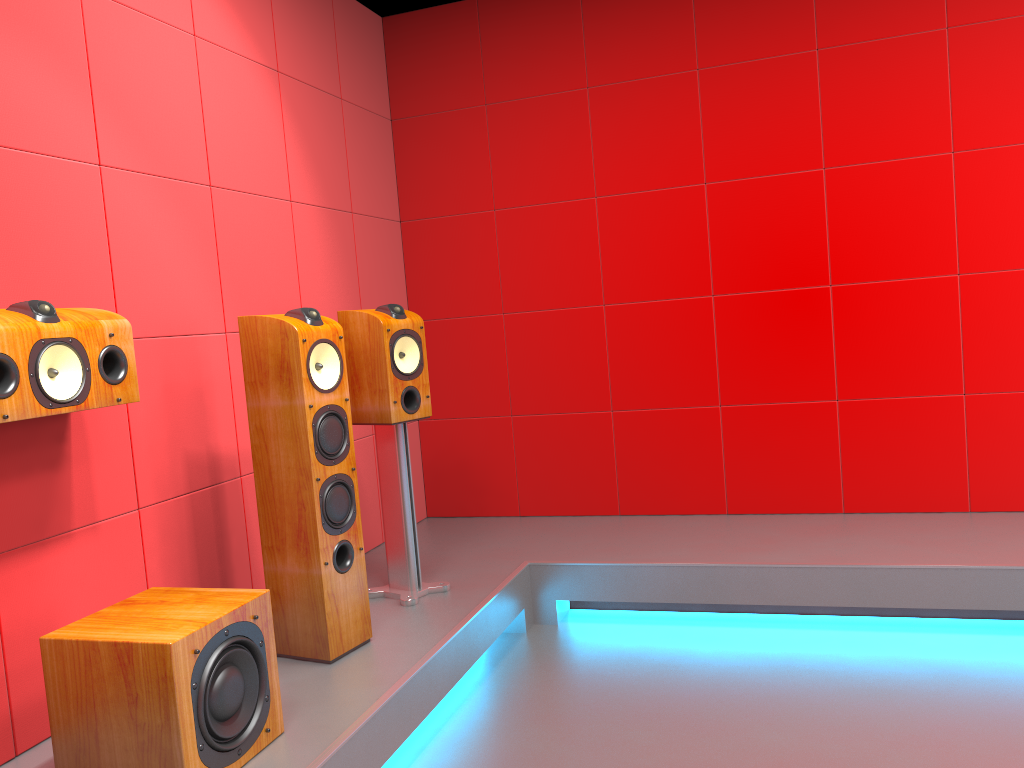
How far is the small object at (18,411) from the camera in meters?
2.0 m

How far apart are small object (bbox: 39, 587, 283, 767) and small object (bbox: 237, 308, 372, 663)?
0.4m

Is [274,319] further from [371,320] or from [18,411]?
[18,411]

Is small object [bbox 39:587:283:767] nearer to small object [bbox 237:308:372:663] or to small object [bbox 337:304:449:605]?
small object [bbox 237:308:372:663]

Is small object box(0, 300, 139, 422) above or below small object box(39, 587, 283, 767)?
above

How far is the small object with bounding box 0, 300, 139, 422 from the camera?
2.0 meters

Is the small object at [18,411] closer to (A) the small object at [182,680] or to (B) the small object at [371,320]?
(A) the small object at [182,680]

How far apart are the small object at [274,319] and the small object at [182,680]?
0.4m

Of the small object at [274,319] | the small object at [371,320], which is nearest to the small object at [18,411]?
the small object at [274,319]

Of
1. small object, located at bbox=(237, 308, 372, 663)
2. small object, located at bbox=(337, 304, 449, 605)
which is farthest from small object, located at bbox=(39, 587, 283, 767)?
small object, located at bbox=(337, 304, 449, 605)
